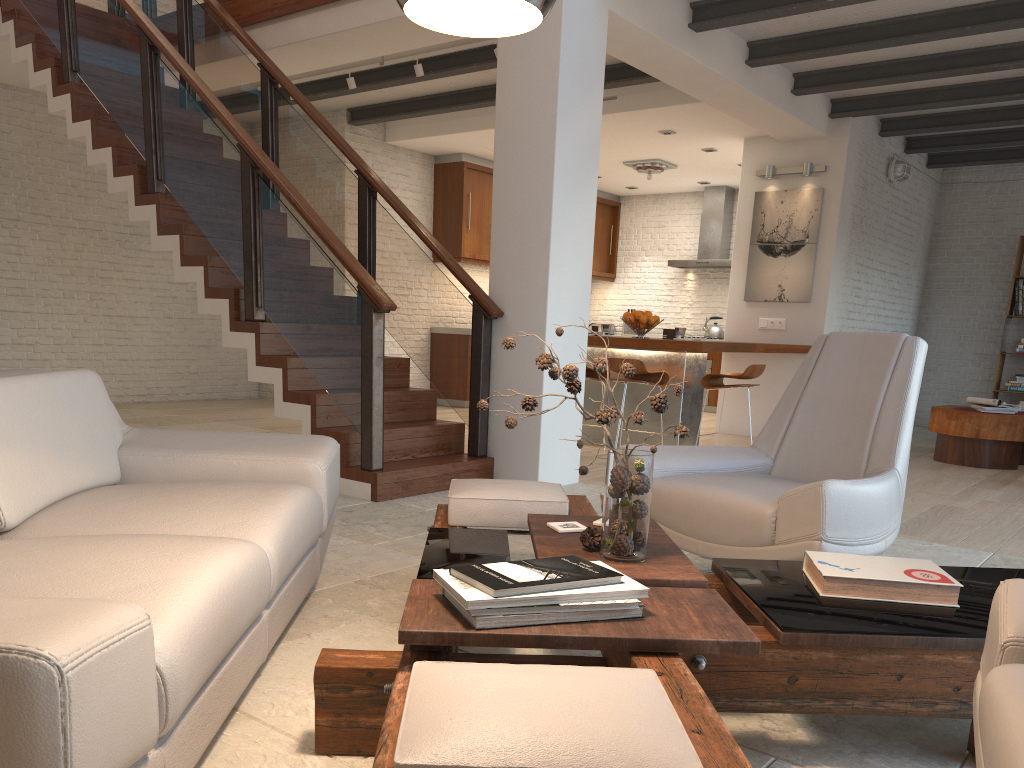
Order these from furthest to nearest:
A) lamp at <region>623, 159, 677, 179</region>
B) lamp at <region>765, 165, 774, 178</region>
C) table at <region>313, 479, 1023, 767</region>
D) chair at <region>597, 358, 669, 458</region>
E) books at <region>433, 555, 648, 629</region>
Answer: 1. lamp at <region>623, 159, 677, 179</region>
2. lamp at <region>765, 165, 774, 178</region>
3. chair at <region>597, 358, 669, 458</region>
4. books at <region>433, 555, 648, 629</region>
5. table at <region>313, 479, 1023, 767</region>

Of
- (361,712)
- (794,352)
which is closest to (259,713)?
(361,712)

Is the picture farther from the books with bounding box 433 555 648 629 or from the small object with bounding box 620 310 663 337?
the books with bounding box 433 555 648 629

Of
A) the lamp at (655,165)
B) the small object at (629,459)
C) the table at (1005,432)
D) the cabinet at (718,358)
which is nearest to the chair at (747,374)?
the table at (1005,432)

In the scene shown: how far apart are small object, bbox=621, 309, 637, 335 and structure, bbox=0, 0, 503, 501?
7.1m

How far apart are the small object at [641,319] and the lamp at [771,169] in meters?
2.3

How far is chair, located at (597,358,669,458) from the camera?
6.6m

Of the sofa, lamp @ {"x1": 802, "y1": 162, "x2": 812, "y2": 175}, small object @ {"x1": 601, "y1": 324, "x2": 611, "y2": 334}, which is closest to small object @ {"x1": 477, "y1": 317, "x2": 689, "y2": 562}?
the sofa

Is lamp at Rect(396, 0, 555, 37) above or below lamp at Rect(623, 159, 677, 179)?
below

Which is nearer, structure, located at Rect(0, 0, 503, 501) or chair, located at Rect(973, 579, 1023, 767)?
chair, located at Rect(973, 579, 1023, 767)
